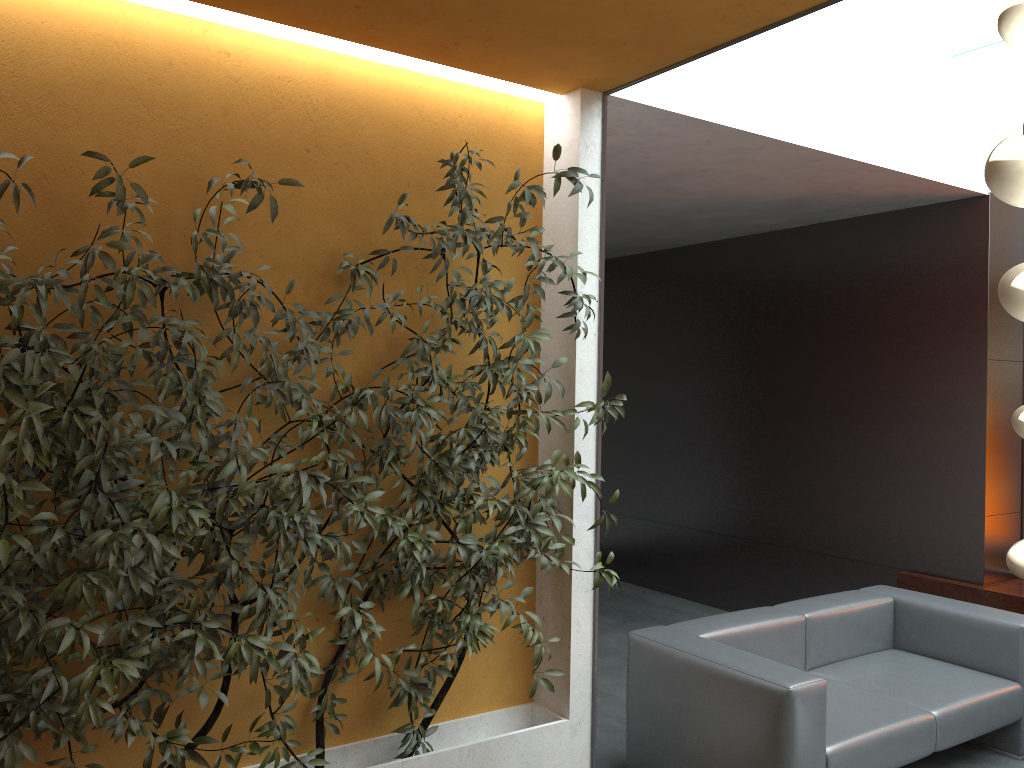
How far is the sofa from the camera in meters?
3.4 m

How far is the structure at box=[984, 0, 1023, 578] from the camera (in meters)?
Result: 1.24

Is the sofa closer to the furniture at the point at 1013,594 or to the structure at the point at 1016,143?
the furniture at the point at 1013,594

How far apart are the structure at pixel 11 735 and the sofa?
0.6m

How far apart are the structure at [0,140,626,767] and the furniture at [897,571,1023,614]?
3.2m

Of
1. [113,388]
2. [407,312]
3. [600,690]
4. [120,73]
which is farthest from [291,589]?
[600,690]

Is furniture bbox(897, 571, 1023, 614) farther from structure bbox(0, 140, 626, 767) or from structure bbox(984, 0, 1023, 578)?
structure bbox(984, 0, 1023, 578)

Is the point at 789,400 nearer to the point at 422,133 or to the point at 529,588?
the point at 529,588

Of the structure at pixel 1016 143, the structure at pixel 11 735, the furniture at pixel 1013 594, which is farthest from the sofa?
the structure at pixel 1016 143

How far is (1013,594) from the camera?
5.2m
